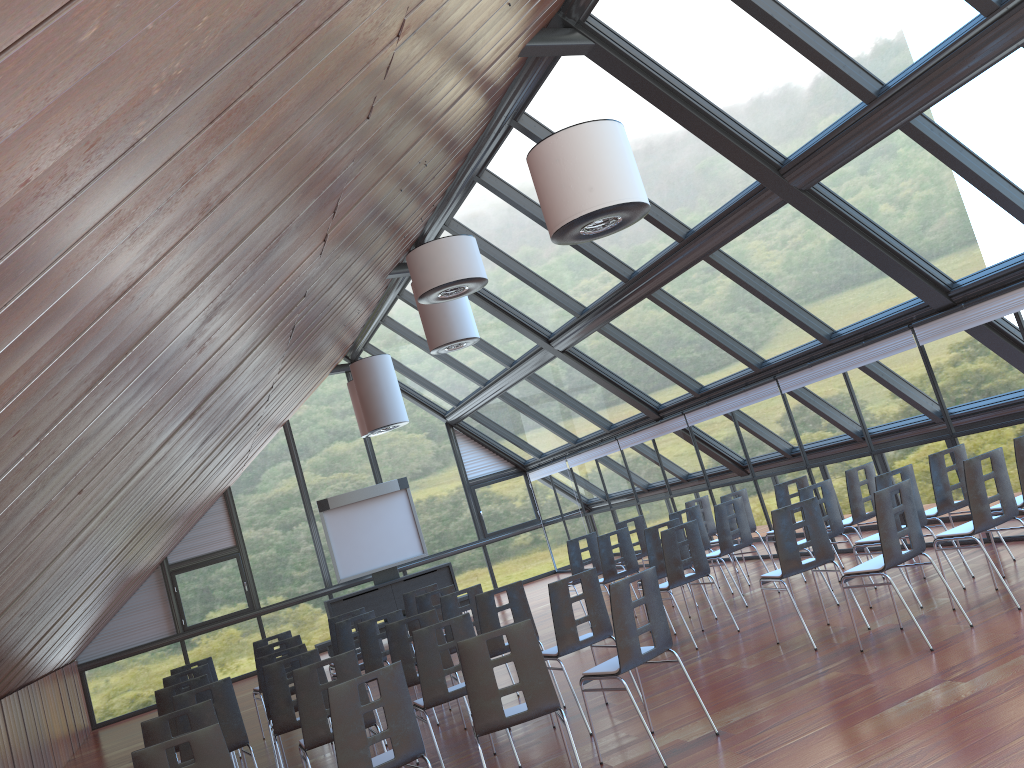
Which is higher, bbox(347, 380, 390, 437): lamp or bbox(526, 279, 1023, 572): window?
bbox(347, 380, 390, 437): lamp

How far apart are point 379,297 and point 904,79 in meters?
10.5

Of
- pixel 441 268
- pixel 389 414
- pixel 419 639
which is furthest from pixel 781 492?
pixel 389 414

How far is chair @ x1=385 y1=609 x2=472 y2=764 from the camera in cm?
776

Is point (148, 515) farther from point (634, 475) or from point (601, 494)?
point (601, 494)

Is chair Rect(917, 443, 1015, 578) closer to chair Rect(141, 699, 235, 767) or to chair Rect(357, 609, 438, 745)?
chair Rect(357, 609, 438, 745)

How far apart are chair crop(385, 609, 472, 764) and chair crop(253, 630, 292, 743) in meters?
3.5 m

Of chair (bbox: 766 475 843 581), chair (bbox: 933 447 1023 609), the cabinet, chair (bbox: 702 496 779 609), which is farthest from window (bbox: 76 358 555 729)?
chair (bbox: 933 447 1023 609)

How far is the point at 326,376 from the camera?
20.17m

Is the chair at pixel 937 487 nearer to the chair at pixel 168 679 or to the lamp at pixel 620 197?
the lamp at pixel 620 197
